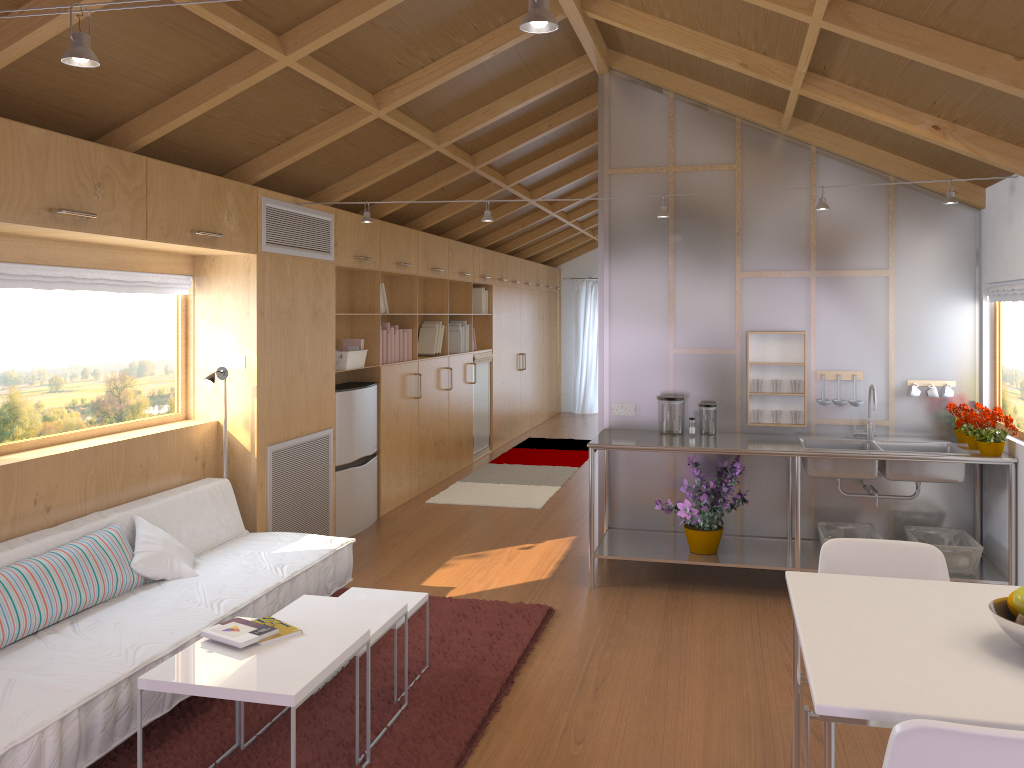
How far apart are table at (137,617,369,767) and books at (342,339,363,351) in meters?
3.4 m

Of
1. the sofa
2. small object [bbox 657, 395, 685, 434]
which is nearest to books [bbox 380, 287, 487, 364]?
the sofa

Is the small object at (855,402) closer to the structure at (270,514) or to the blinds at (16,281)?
the structure at (270,514)

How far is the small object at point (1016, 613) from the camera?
2.0m

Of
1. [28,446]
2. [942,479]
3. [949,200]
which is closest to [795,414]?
[942,479]

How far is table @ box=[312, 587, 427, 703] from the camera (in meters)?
3.61

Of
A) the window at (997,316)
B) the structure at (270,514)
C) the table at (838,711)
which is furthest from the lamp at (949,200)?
the table at (838,711)

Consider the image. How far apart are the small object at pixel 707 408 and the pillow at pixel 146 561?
2.9m

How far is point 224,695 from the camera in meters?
2.5 m

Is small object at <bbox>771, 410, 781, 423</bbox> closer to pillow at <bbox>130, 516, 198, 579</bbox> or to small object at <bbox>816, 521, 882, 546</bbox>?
small object at <bbox>816, 521, 882, 546</bbox>
